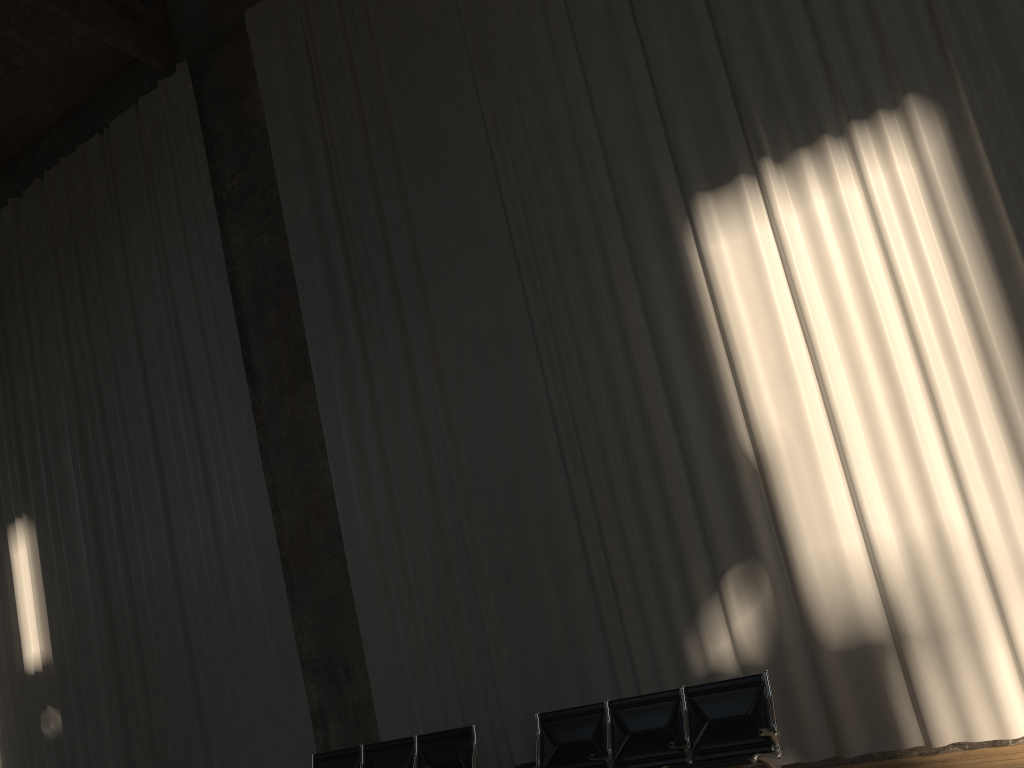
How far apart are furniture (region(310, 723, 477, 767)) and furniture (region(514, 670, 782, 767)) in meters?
0.6 m

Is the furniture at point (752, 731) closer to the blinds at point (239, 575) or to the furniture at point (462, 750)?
the furniture at point (462, 750)

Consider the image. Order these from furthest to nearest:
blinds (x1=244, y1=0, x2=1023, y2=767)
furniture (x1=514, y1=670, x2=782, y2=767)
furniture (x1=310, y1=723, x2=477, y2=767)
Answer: furniture (x1=310, y1=723, x2=477, y2=767)
blinds (x1=244, y1=0, x2=1023, y2=767)
furniture (x1=514, y1=670, x2=782, y2=767)

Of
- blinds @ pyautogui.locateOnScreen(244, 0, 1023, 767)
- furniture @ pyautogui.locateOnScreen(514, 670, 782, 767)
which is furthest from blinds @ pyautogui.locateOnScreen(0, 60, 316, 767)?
furniture @ pyautogui.locateOnScreen(514, 670, 782, 767)

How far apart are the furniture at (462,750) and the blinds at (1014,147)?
0.65m

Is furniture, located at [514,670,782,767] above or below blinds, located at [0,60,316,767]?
below

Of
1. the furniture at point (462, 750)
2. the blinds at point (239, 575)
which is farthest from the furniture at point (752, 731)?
the blinds at point (239, 575)

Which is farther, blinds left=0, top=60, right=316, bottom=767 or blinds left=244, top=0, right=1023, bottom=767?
blinds left=0, top=60, right=316, bottom=767

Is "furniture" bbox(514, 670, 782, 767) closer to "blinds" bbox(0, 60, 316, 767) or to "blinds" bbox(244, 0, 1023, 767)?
"blinds" bbox(244, 0, 1023, 767)

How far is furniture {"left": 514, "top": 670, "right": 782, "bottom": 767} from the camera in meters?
5.5 m
